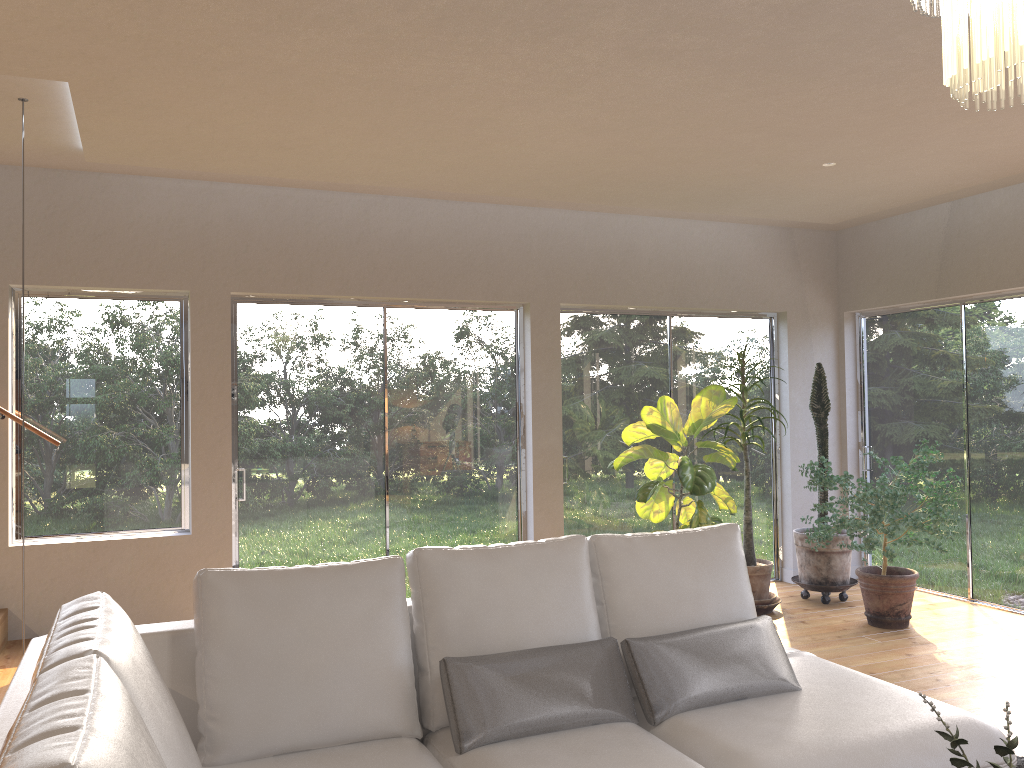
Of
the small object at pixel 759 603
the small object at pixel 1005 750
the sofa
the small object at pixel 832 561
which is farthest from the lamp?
the small object at pixel 832 561

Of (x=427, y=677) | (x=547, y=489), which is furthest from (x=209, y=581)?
(x=547, y=489)

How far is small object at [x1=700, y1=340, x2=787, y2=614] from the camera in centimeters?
591cm

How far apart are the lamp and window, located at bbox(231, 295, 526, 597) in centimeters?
437cm

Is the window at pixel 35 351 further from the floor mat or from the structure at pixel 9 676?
the floor mat

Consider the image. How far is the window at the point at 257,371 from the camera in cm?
554

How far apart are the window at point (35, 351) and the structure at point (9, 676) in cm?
22

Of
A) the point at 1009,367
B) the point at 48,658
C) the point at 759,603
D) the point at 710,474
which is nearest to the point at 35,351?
the point at 48,658

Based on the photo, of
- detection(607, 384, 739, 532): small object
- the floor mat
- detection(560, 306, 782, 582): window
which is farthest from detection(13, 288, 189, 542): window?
the floor mat

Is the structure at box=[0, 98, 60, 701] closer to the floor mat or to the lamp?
the lamp
